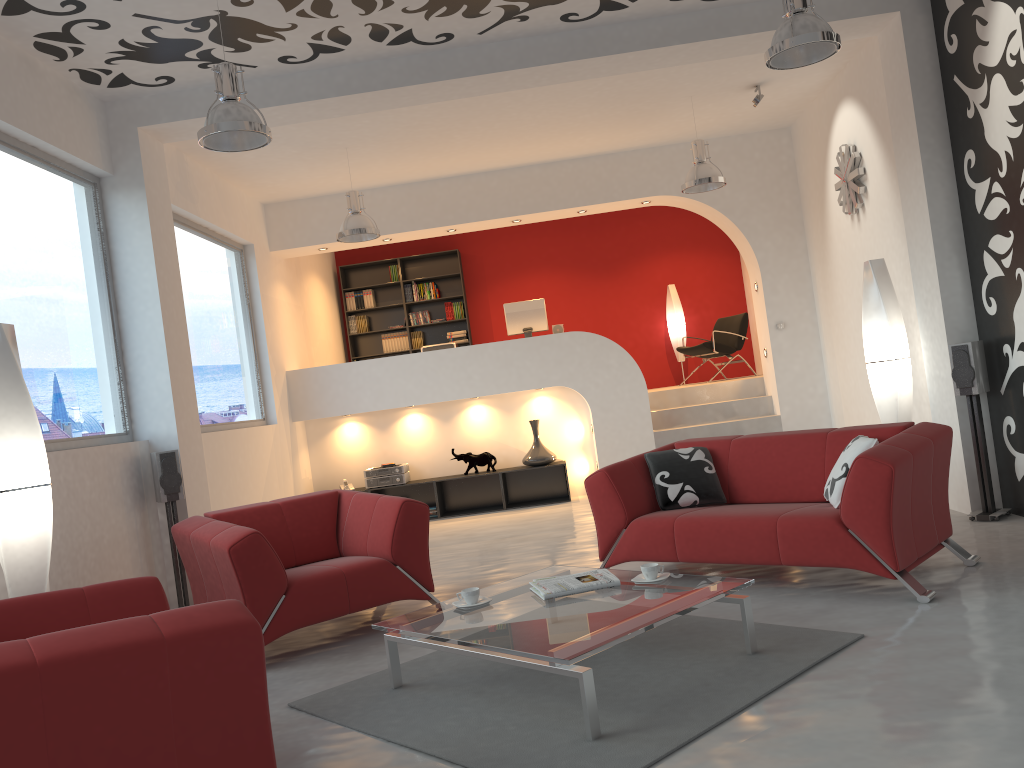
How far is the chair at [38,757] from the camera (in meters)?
2.20

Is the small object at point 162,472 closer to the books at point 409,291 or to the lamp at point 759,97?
the lamp at point 759,97

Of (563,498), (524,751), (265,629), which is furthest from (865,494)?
(563,498)

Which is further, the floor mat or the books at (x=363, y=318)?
Result: the books at (x=363, y=318)

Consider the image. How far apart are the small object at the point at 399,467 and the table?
5.1 meters

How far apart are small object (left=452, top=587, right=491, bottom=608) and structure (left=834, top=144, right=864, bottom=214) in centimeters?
519cm

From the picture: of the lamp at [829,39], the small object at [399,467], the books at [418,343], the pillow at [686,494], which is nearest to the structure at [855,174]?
the lamp at [829,39]

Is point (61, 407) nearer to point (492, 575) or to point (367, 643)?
point (367, 643)

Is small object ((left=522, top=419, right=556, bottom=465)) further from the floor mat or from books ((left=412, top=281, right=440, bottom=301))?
the floor mat

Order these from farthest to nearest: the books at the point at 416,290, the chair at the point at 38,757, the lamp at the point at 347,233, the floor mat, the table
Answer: the books at the point at 416,290 → the lamp at the point at 347,233 → the table → the floor mat → the chair at the point at 38,757
